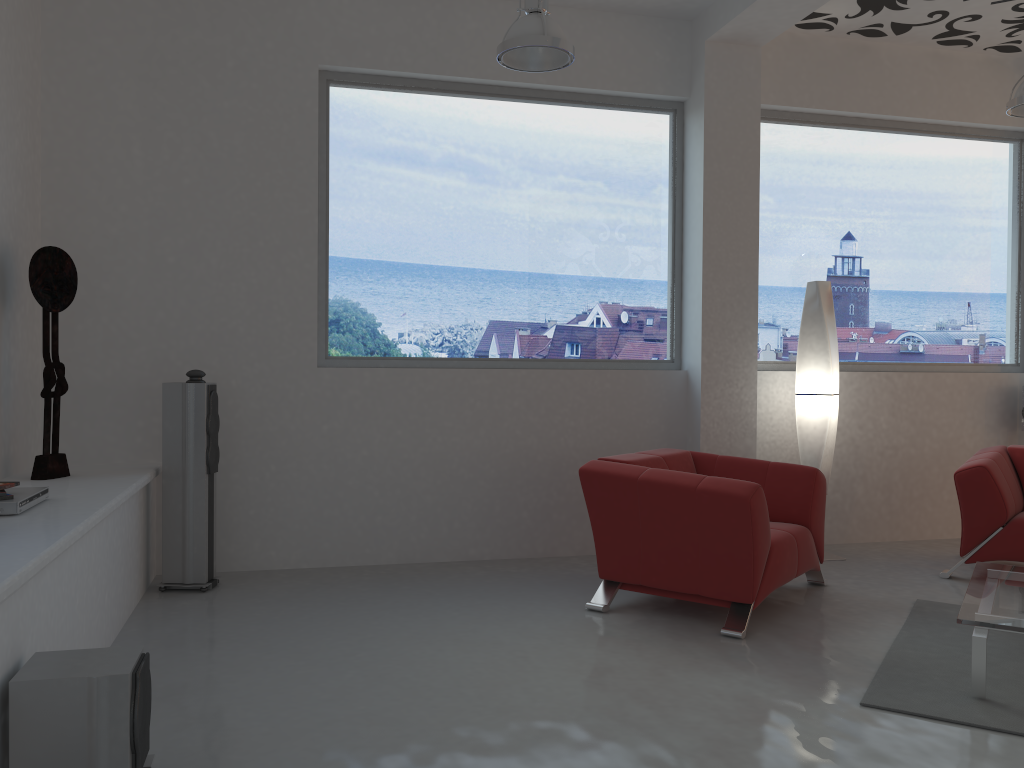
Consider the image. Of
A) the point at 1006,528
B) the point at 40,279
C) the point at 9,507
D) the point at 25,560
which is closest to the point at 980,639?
the point at 1006,528

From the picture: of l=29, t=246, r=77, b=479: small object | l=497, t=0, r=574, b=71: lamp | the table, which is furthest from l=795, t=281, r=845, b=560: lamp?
A: l=29, t=246, r=77, b=479: small object

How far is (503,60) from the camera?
4.3m

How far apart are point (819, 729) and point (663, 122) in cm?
416

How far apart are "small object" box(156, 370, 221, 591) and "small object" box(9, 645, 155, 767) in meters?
2.1

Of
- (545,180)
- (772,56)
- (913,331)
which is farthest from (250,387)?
(913,331)

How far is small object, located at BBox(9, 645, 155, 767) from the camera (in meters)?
2.32

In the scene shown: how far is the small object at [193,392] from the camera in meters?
4.7

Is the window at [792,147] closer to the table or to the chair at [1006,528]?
the chair at [1006,528]

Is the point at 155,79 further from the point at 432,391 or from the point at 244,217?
the point at 432,391
